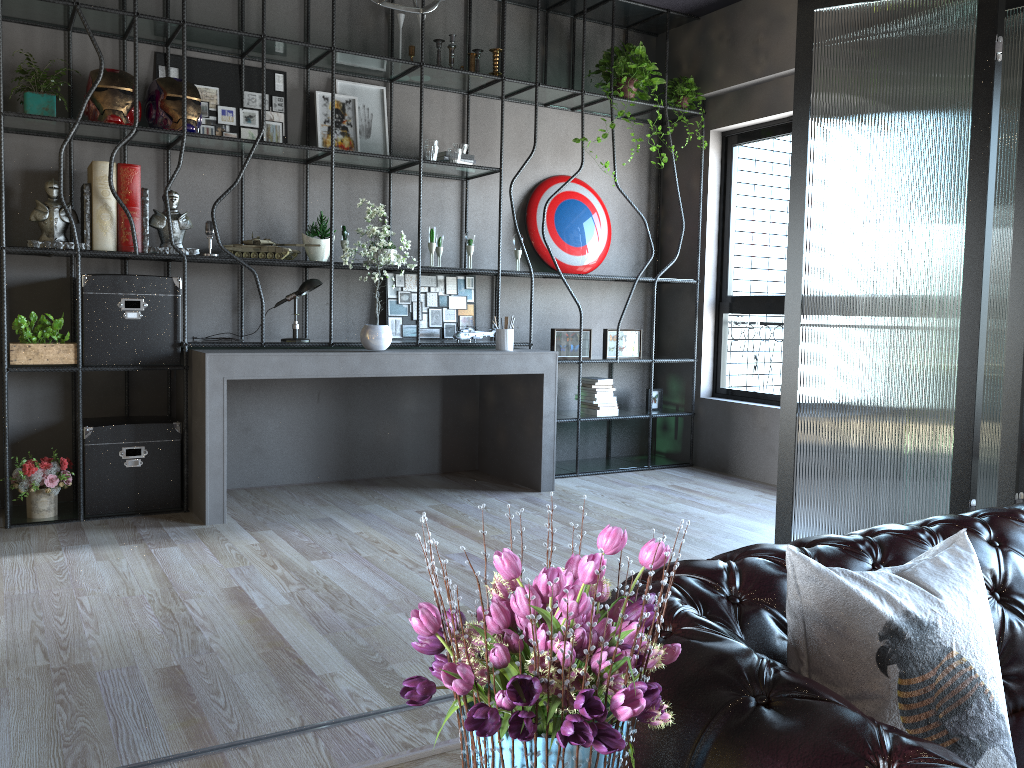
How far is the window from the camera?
6.4m

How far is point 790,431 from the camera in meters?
4.1 m

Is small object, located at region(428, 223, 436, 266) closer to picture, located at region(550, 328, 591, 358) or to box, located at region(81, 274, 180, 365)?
picture, located at region(550, 328, 591, 358)

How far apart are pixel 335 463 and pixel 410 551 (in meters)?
1.76

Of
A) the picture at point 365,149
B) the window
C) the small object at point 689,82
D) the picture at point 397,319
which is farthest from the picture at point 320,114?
the window

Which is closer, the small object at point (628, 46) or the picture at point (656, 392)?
the small object at point (628, 46)

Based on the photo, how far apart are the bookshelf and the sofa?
3.57m

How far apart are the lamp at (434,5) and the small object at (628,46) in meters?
2.1 m

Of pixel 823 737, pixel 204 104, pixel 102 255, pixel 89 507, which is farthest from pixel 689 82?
pixel 823 737

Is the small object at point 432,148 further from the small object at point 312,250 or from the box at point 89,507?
the box at point 89,507
